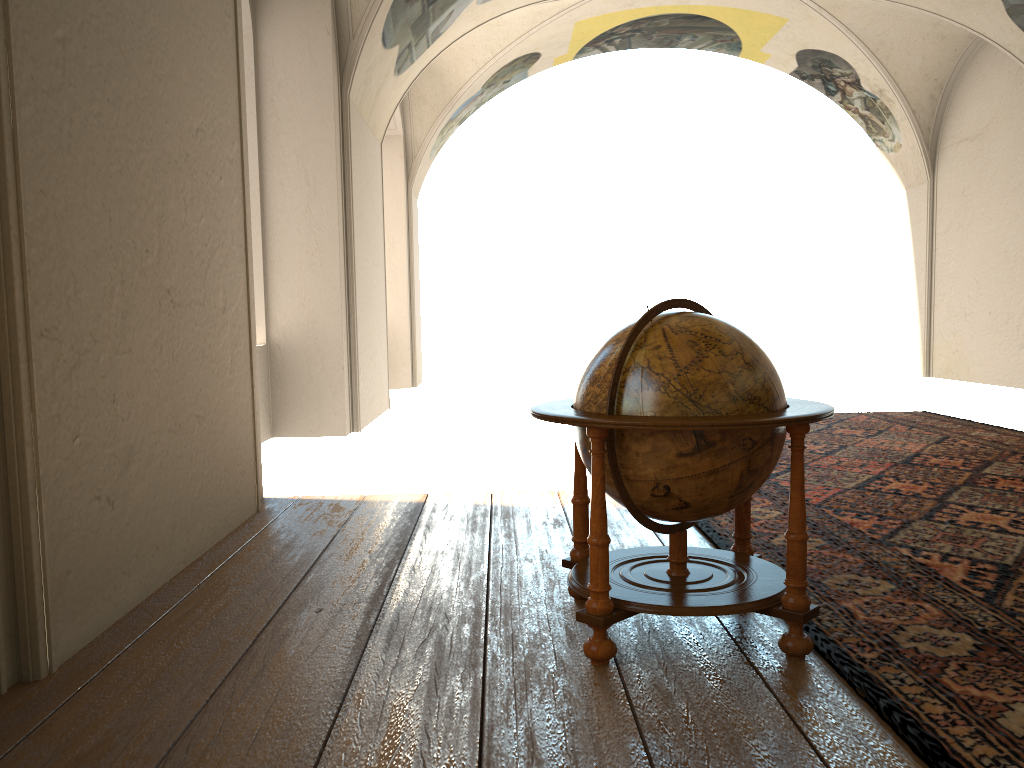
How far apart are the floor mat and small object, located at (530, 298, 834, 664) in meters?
0.1 m

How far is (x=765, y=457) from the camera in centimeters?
353cm

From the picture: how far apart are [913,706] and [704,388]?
1.31m

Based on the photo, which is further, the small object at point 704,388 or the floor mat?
the small object at point 704,388

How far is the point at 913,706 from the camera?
3.0m

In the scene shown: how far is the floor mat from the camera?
3.00m

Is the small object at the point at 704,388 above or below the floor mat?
above

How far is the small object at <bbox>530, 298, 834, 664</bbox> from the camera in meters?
3.4

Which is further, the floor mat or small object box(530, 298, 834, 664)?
small object box(530, 298, 834, 664)

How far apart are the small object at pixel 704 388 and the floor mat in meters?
0.1 m
